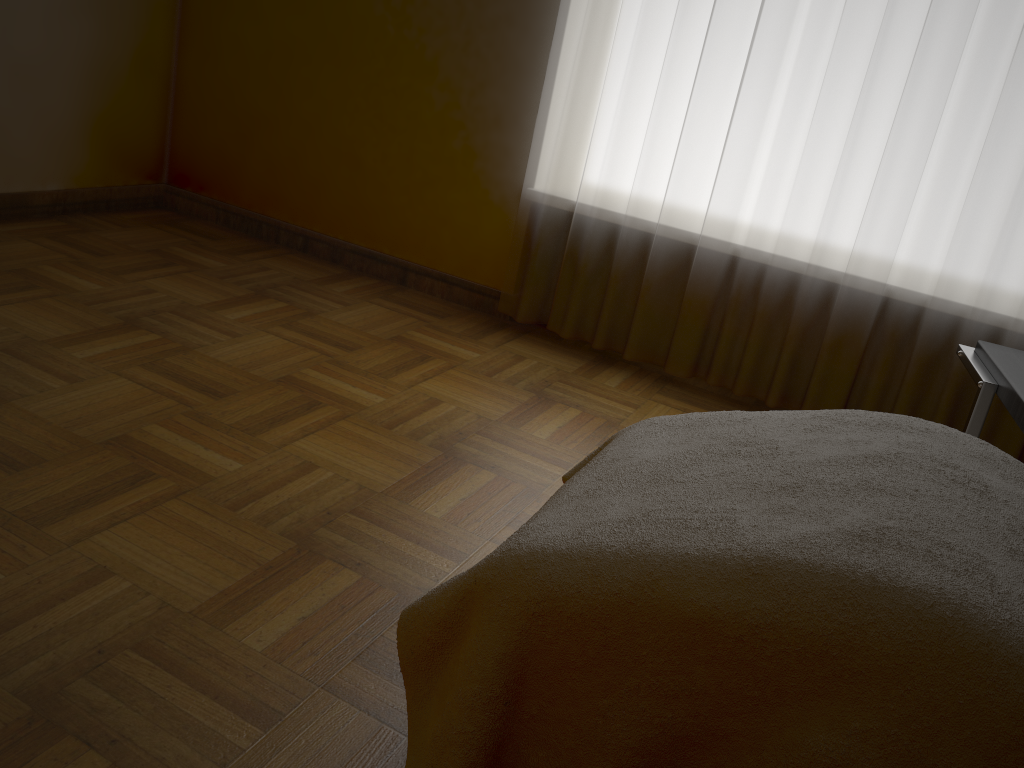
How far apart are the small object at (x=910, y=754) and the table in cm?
27

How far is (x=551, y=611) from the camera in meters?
1.0 m

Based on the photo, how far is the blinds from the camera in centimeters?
232cm

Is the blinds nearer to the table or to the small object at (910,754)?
the table

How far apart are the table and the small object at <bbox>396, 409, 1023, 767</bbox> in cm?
27

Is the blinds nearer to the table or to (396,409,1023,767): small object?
the table

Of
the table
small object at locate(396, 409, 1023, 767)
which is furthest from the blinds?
small object at locate(396, 409, 1023, 767)

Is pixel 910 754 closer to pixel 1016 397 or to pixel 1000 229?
pixel 1016 397

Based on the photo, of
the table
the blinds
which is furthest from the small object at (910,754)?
the blinds

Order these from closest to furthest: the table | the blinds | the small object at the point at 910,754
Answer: the small object at the point at 910,754 < the table < the blinds
